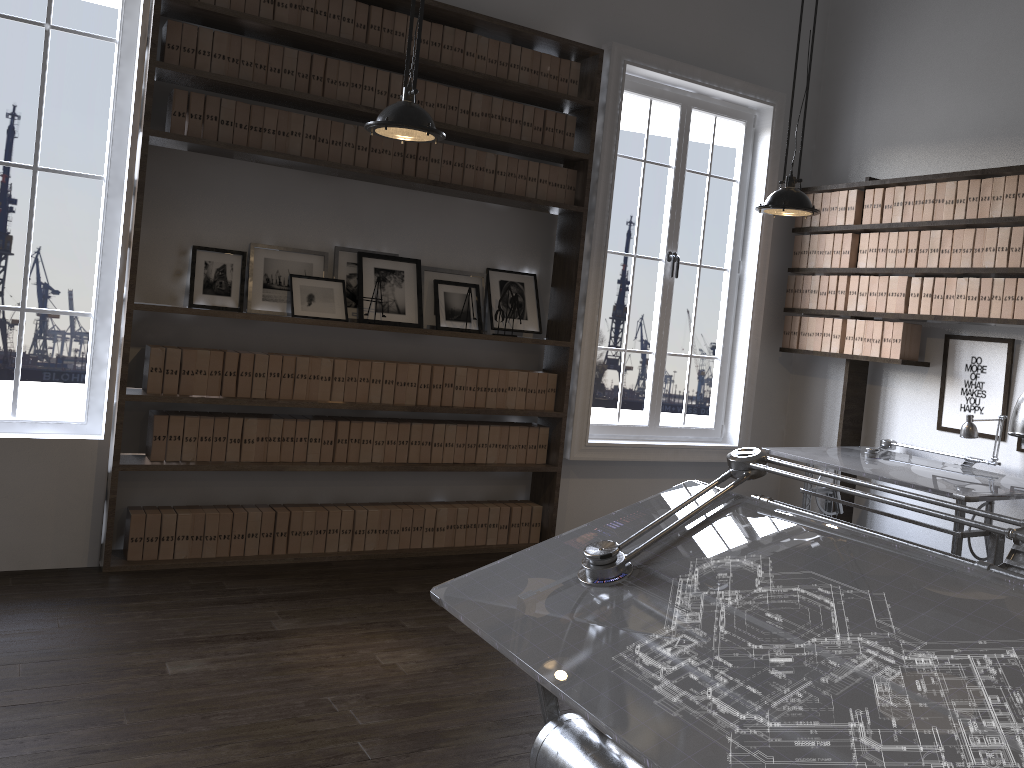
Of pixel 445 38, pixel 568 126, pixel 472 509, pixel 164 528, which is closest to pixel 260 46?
pixel 445 38

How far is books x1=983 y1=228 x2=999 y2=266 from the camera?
4.79m

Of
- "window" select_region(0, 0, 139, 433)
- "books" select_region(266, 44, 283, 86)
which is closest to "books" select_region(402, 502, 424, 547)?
"window" select_region(0, 0, 139, 433)

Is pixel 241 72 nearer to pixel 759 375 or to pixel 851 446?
pixel 759 375

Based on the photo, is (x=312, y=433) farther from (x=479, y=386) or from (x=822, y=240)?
(x=822, y=240)

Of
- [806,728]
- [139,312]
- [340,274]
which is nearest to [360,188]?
[340,274]

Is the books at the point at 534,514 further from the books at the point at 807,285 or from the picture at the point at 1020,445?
the picture at the point at 1020,445

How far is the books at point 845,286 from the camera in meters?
5.6

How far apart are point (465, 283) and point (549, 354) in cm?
72

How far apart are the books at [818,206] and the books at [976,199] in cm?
108
